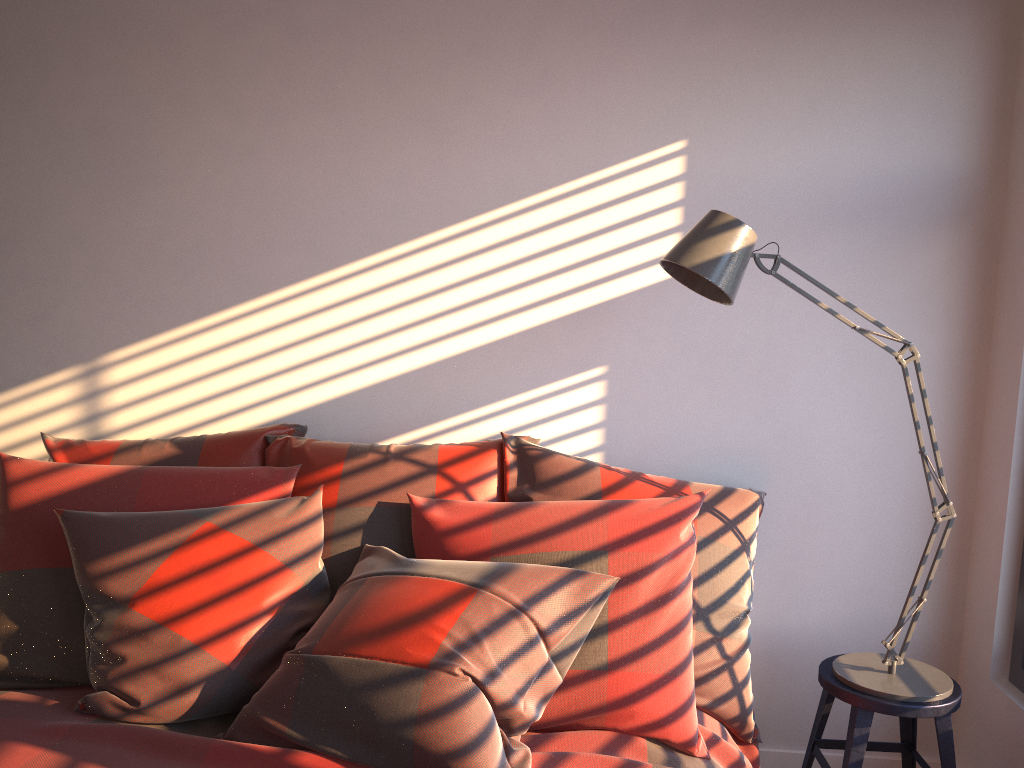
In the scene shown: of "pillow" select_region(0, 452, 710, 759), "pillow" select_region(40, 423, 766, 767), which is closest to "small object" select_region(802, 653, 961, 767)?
"pillow" select_region(40, 423, 766, 767)

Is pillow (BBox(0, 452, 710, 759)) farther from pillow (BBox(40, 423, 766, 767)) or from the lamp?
the lamp

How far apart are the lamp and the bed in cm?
27

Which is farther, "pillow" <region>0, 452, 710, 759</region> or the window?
the window

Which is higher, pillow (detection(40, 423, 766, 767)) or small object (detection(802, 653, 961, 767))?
pillow (detection(40, 423, 766, 767))

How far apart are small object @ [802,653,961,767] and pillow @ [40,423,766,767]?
0.2 meters

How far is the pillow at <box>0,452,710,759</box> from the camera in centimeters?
182cm

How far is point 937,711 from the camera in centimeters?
205cm

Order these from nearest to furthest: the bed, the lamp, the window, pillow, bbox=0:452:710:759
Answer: the bed, pillow, bbox=0:452:710:759, the lamp, the window

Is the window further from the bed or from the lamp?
the bed
